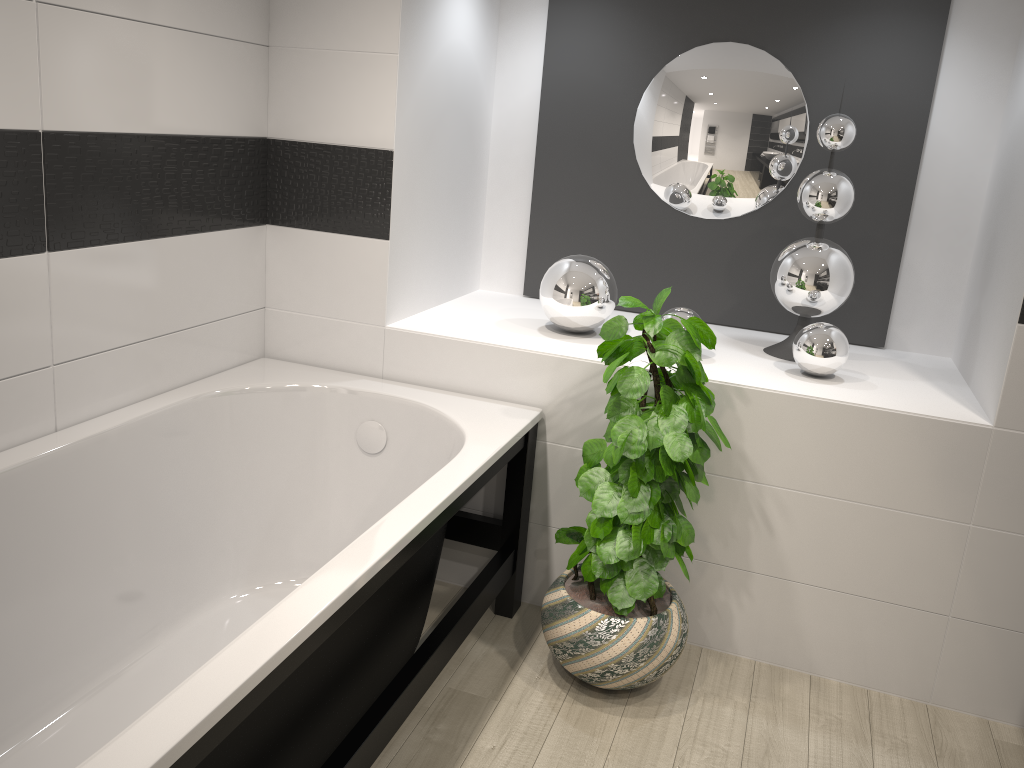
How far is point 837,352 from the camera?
2.6m

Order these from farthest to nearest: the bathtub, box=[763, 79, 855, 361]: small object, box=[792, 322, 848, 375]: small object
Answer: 1. box=[763, 79, 855, 361]: small object
2. box=[792, 322, 848, 375]: small object
3. the bathtub

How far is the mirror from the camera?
3.0 meters

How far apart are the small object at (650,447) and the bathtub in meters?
0.2

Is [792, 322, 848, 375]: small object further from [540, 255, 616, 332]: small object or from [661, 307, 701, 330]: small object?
[540, 255, 616, 332]: small object

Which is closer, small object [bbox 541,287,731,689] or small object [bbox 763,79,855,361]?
small object [bbox 541,287,731,689]

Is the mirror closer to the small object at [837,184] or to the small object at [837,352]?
the small object at [837,184]

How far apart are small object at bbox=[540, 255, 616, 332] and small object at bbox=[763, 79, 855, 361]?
0.5 meters

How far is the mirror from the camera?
3.0 meters

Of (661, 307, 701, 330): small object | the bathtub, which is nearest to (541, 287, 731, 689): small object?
the bathtub
